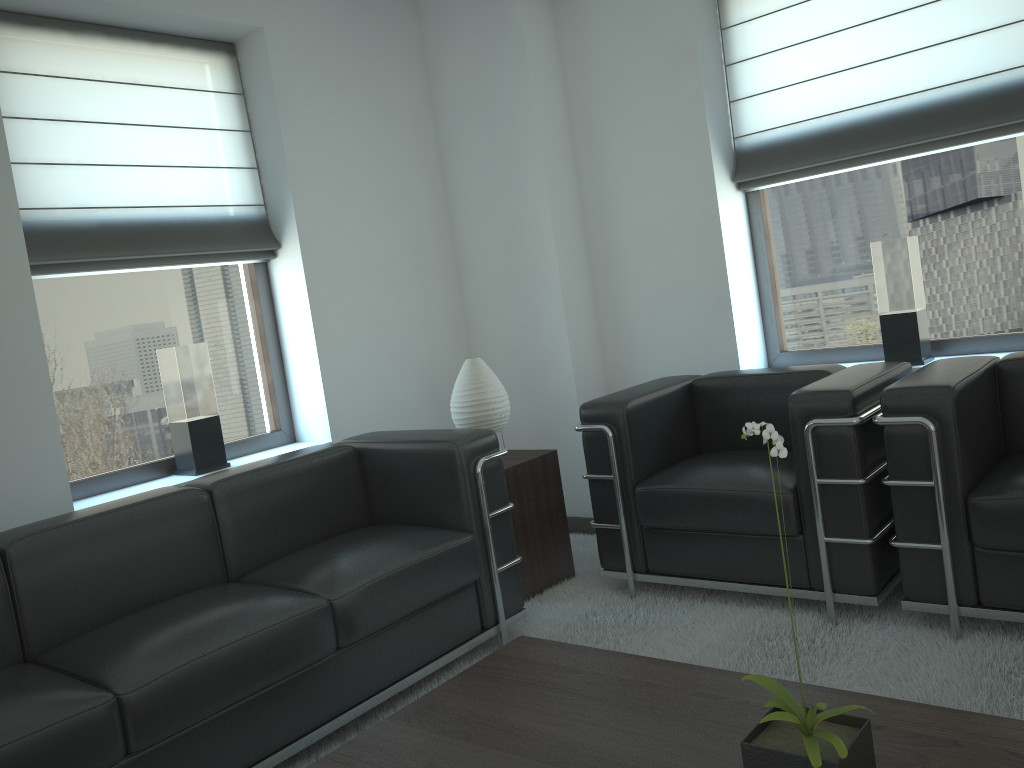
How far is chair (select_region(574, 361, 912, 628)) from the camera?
4.2 meters

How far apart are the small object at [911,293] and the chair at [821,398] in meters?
0.7

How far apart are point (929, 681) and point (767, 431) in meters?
2.2 m

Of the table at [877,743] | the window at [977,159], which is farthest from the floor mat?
the window at [977,159]

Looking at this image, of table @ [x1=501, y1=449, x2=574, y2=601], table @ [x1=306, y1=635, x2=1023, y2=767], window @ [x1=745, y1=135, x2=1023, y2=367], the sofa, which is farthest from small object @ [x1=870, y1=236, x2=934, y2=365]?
table @ [x1=306, y1=635, x2=1023, y2=767]

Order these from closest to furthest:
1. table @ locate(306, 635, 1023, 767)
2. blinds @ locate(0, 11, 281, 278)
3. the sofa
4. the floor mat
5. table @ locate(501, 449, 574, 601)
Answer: table @ locate(306, 635, 1023, 767), the sofa, the floor mat, blinds @ locate(0, 11, 281, 278), table @ locate(501, 449, 574, 601)

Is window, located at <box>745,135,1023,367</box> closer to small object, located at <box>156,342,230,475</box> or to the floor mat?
the floor mat

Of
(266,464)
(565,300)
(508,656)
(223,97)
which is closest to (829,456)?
(508,656)

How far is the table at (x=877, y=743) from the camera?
2.5 meters

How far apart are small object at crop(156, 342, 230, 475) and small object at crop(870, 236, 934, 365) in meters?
4.1 m
